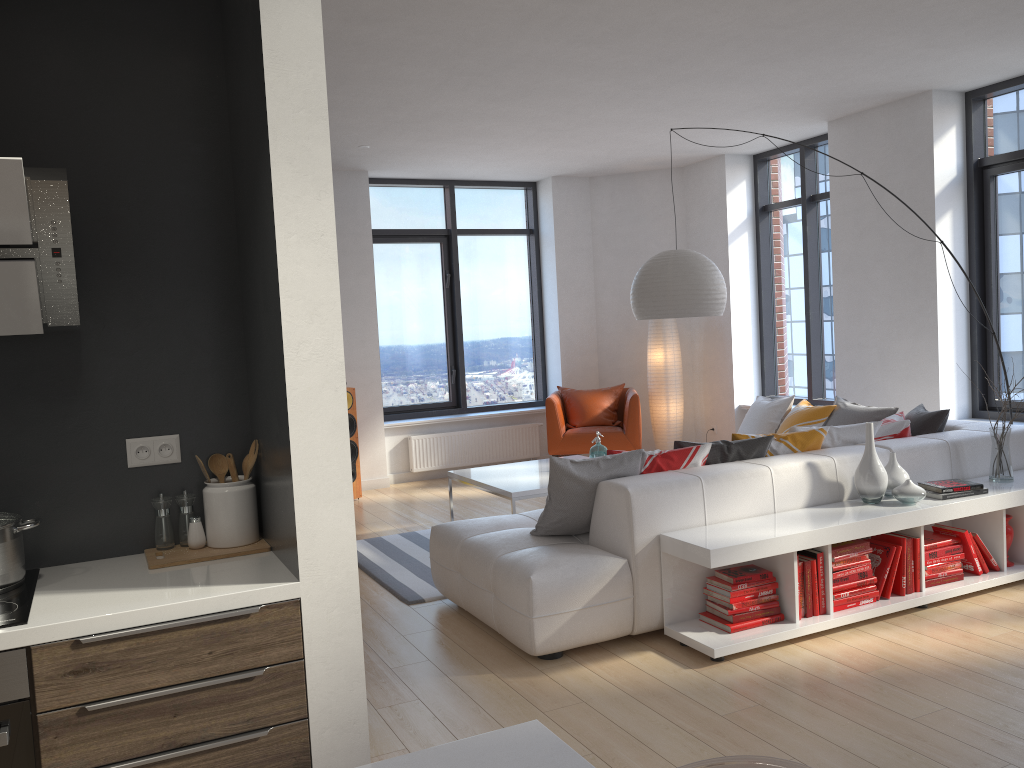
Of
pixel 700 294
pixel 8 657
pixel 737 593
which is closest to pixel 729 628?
pixel 737 593

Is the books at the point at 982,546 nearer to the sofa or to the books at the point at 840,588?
the sofa

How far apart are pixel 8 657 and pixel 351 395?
5.9 meters

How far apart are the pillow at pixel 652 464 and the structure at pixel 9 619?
2.8m

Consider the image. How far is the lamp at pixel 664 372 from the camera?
8.7 meters

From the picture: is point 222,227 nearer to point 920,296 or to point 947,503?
point 947,503

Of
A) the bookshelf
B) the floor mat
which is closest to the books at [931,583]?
the bookshelf

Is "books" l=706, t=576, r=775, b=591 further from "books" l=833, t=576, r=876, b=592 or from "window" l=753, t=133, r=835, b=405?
"window" l=753, t=133, r=835, b=405

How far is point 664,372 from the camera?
8.71m

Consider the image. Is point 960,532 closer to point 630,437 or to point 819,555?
point 819,555
